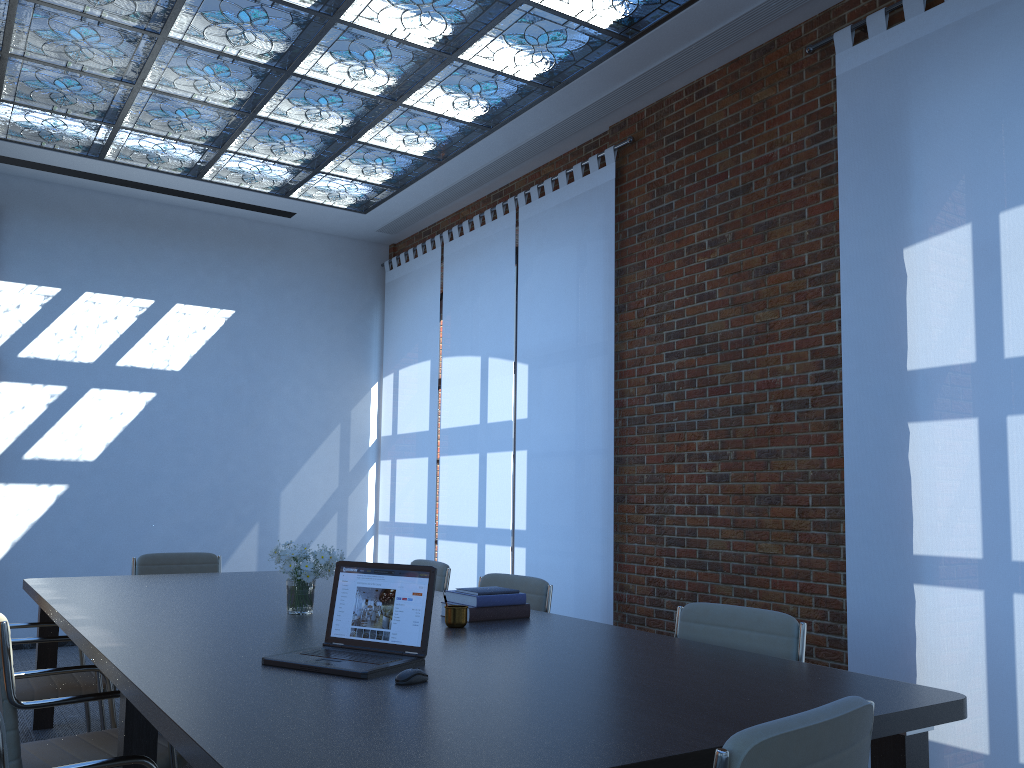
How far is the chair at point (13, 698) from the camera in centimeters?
270cm

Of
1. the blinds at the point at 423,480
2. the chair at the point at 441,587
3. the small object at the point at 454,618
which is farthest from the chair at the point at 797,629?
the blinds at the point at 423,480

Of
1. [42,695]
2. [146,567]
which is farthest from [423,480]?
[42,695]

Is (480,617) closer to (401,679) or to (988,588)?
(401,679)

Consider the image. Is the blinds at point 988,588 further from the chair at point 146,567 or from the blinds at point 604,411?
the chair at point 146,567

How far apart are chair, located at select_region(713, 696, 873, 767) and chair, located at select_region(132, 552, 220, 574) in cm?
490

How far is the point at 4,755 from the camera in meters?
1.5

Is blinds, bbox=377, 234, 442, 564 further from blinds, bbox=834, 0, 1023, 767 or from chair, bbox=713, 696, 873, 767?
chair, bbox=713, 696, 873, 767

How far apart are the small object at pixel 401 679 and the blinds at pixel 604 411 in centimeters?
376cm

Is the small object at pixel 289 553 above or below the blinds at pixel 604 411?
below
